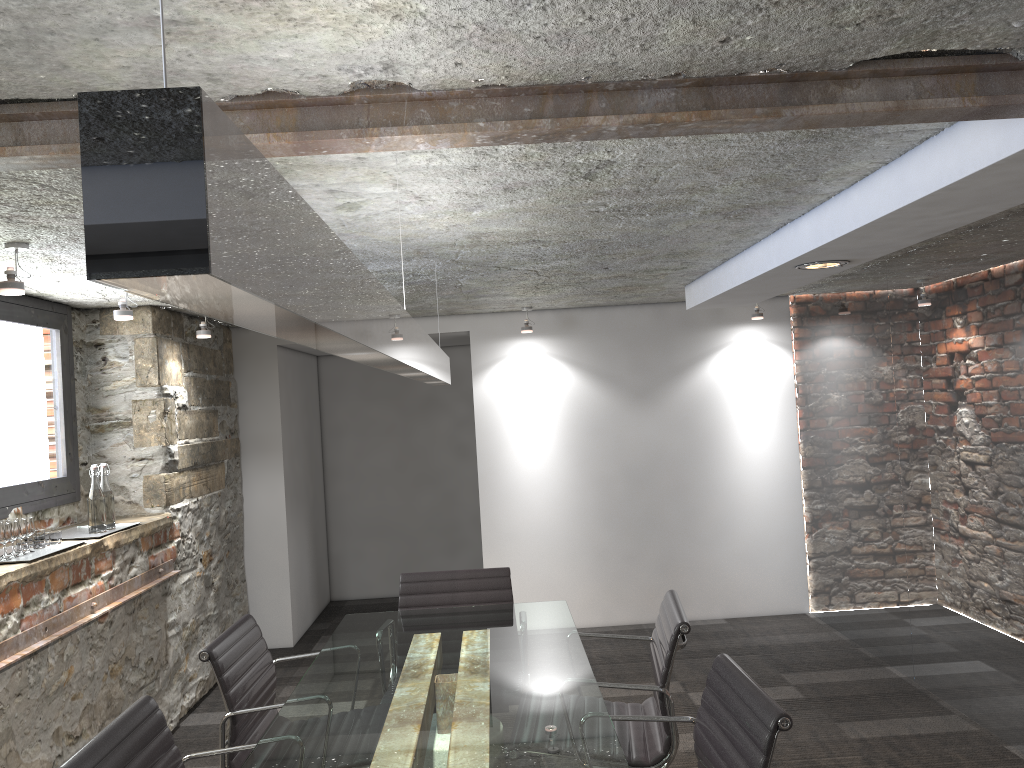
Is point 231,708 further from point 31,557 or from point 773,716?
point 773,716

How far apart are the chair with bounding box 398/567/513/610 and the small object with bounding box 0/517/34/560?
1.4 meters

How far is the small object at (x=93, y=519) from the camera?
3.9 meters

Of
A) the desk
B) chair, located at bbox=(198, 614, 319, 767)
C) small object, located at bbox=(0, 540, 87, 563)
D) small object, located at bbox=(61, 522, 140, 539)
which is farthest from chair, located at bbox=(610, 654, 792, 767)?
small object, located at bbox=(61, 522, 140, 539)

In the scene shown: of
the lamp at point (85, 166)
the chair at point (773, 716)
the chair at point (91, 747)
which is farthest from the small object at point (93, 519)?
the chair at point (773, 716)

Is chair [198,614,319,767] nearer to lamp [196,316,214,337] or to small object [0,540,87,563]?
small object [0,540,87,563]

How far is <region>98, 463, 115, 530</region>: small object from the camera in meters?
4.0

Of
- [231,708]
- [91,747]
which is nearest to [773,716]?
[91,747]

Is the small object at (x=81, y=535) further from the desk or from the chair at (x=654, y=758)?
the chair at (x=654, y=758)

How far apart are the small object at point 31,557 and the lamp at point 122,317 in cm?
95
